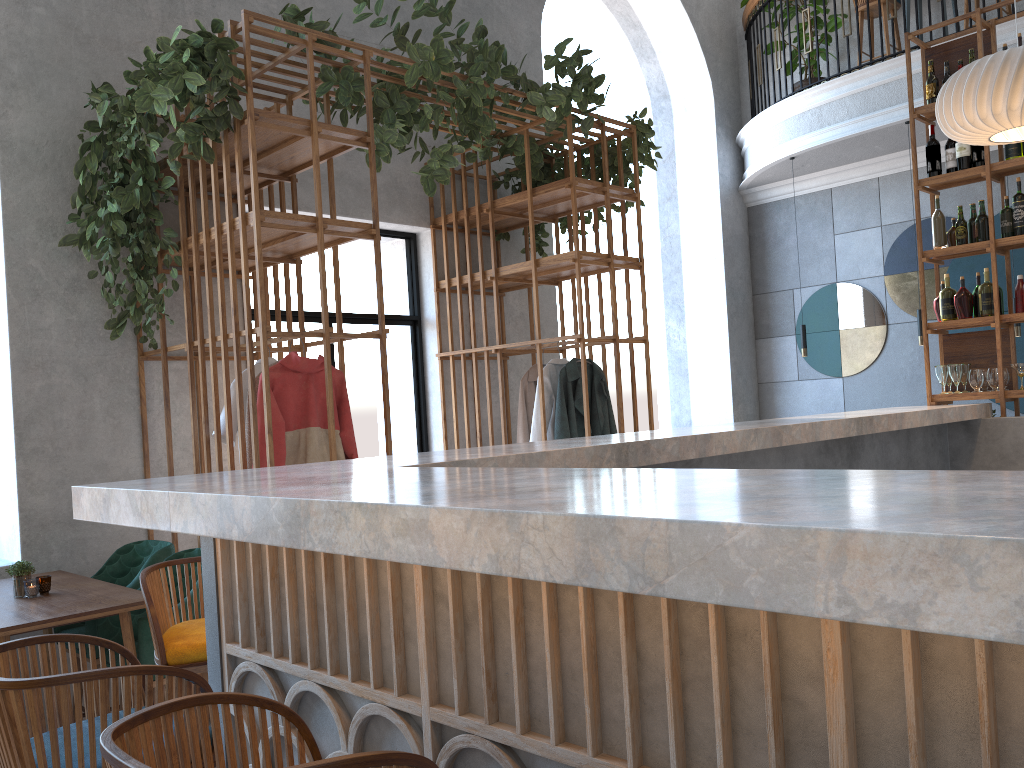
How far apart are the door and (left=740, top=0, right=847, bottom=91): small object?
4.3m

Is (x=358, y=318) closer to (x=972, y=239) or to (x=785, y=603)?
(x=972, y=239)

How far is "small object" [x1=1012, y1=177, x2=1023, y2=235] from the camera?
4.94m

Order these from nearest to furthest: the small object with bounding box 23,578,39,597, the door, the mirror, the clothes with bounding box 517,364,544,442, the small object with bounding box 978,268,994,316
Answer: the small object with bounding box 23,578,39,597, the small object with bounding box 978,268,994,316, the clothes with bounding box 517,364,544,442, the door, the mirror

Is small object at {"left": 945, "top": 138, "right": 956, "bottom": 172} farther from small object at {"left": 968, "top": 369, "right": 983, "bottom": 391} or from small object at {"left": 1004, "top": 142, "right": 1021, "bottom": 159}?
small object at {"left": 968, "top": 369, "right": 983, "bottom": 391}

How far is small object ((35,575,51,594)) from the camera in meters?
3.6 m

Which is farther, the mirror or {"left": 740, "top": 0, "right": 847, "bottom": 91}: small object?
{"left": 740, "top": 0, "right": 847, "bottom": 91}: small object

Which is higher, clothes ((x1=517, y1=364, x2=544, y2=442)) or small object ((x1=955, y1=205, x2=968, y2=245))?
small object ((x1=955, y1=205, x2=968, y2=245))

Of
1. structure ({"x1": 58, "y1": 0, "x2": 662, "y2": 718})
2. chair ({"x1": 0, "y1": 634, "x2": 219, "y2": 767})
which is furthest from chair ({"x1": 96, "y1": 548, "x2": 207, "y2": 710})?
chair ({"x1": 0, "y1": 634, "x2": 219, "y2": 767})

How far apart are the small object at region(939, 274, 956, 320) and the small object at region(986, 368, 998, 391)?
0.39m
